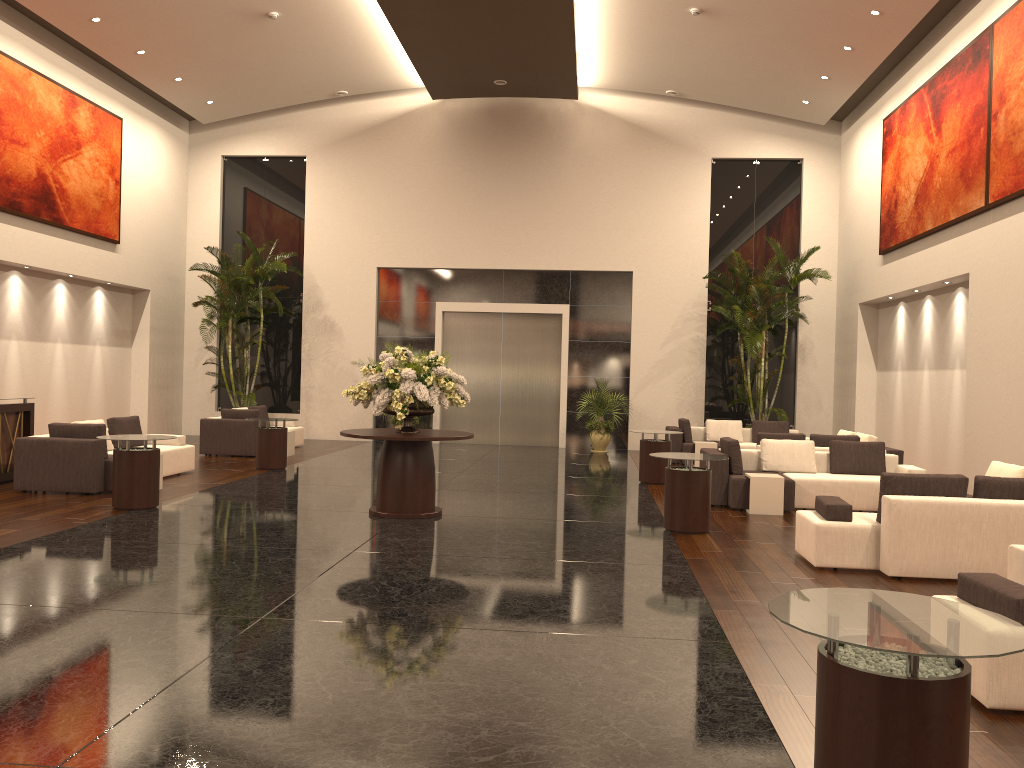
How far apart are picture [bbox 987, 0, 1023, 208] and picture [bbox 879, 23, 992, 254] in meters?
0.2 m

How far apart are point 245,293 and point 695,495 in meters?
12.7

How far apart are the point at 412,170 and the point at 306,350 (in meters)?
4.84

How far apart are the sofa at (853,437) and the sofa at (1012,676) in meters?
7.8 m

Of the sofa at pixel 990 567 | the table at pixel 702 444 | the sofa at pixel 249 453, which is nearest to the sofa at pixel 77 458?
the sofa at pixel 249 453

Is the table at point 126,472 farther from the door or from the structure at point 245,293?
the door

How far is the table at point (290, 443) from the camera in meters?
16.5 m

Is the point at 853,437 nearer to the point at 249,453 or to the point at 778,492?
the point at 778,492

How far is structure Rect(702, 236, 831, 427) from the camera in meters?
17.5

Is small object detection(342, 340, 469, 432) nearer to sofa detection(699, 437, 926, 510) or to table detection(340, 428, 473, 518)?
table detection(340, 428, 473, 518)
